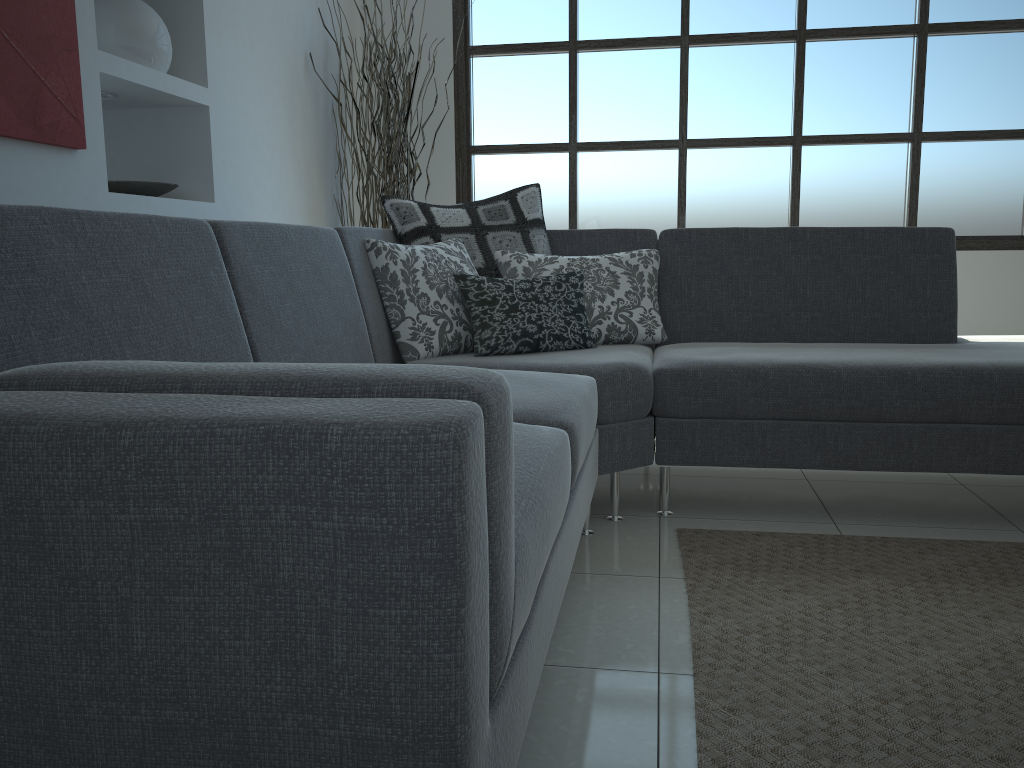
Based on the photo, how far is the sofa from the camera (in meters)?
0.80

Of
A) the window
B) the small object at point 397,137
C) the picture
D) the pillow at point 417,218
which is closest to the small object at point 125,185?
the picture

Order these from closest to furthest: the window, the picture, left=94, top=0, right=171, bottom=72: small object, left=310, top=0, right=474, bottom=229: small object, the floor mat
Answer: the floor mat < the picture < left=94, top=0, right=171, bottom=72: small object < left=310, top=0, right=474, bottom=229: small object < the window

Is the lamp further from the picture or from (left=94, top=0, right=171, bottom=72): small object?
the picture

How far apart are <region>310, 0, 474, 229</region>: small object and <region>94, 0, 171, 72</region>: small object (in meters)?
1.21

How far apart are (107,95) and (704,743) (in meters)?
2.76

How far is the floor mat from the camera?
1.4 meters

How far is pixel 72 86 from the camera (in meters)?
2.47

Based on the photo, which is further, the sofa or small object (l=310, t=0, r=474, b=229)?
small object (l=310, t=0, r=474, b=229)

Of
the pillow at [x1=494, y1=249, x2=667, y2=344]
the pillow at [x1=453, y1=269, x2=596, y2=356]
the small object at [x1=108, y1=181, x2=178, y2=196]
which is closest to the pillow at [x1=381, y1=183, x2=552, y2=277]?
the pillow at [x1=494, y1=249, x2=667, y2=344]
